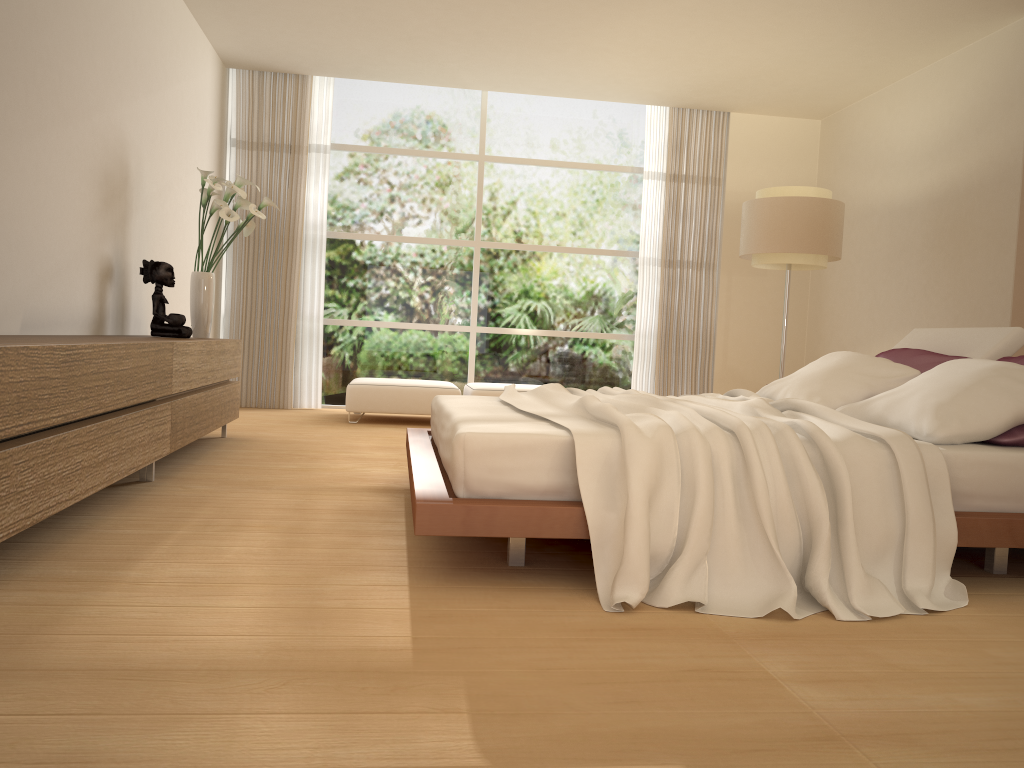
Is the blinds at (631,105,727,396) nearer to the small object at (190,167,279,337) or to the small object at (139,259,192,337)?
the small object at (190,167,279,337)

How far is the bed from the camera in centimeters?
261cm

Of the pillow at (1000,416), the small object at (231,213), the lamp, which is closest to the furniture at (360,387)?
the small object at (231,213)

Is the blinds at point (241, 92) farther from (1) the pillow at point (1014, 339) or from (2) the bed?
(1) the pillow at point (1014, 339)

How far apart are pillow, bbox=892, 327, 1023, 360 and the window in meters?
4.3

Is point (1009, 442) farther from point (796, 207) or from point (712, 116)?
point (712, 116)

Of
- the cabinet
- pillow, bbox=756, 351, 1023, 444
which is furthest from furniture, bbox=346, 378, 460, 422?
pillow, bbox=756, 351, 1023, 444

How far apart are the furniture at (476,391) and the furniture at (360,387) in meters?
0.1 m

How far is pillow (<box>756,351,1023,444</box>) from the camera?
3.06m

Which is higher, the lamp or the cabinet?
the lamp
